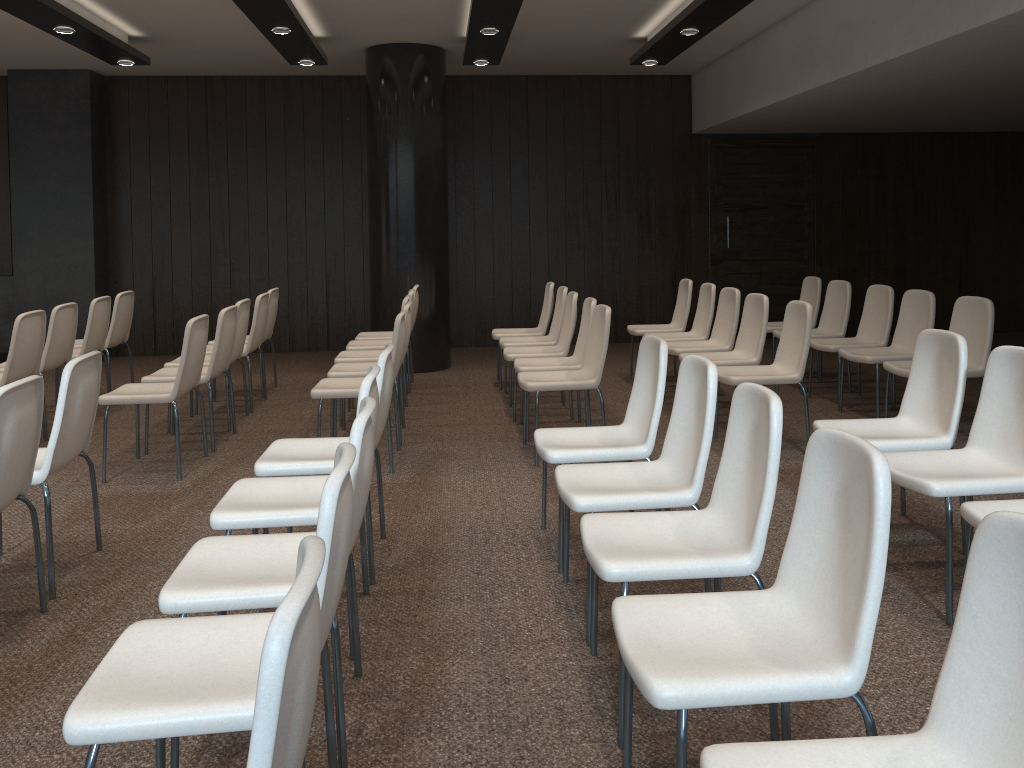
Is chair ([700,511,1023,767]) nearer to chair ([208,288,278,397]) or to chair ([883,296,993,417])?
chair ([883,296,993,417])

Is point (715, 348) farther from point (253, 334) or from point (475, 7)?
point (253, 334)

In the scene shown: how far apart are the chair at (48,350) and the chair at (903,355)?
5.5 meters

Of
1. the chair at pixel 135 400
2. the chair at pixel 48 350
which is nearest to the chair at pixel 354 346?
the chair at pixel 135 400

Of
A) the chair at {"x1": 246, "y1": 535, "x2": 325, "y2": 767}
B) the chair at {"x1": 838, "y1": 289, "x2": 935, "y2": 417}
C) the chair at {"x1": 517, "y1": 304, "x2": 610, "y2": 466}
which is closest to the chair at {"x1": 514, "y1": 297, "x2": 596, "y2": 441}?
the chair at {"x1": 517, "y1": 304, "x2": 610, "y2": 466}

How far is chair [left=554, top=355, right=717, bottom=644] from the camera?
3.0 meters

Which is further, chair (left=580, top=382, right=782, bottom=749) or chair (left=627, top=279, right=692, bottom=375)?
chair (left=627, top=279, right=692, bottom=375)

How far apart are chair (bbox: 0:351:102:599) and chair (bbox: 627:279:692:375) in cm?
483

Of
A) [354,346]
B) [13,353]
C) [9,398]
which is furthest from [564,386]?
[13,353]

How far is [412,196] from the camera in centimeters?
820cm
